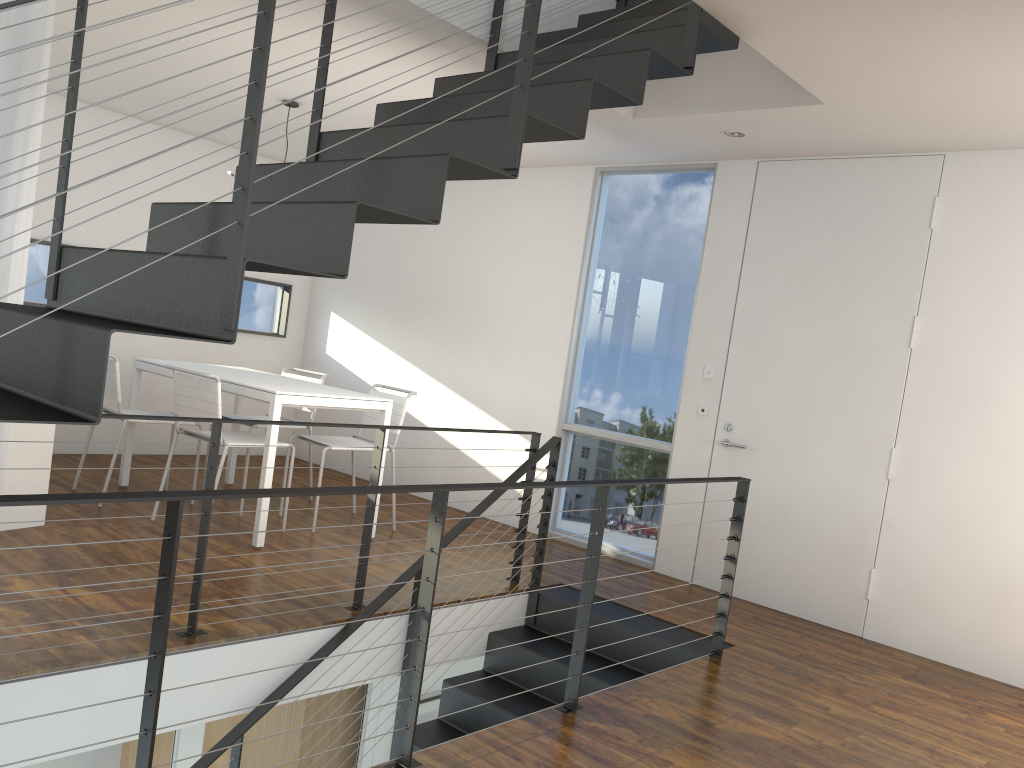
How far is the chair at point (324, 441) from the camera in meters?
4.7 m

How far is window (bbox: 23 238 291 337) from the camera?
5.5m

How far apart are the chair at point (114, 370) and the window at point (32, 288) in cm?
126

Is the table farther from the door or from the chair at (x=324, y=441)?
the door

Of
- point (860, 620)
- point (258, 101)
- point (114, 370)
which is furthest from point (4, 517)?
point (860, 620)

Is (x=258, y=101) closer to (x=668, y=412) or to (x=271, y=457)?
(x=271, y=457)

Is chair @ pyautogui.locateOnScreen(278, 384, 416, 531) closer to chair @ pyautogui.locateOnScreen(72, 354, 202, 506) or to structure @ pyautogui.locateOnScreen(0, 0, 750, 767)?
chair @ pyautogui.locateOnScreen(72, 354, 202, 506)

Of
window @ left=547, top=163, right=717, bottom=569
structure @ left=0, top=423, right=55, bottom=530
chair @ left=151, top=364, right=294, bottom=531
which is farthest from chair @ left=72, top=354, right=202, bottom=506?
window @ left=547, top=163, right=717, bottom=569

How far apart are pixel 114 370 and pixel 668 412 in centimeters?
287cm

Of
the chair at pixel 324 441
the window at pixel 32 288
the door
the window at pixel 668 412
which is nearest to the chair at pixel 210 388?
the chair at pixel 324 441
